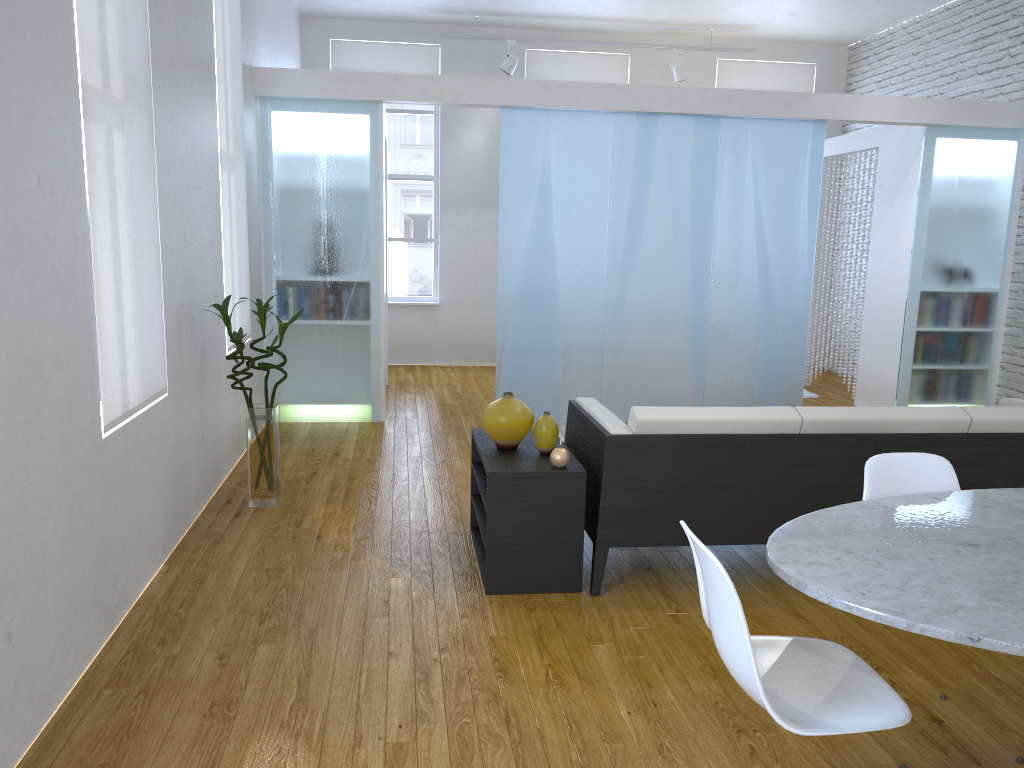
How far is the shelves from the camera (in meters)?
3.09

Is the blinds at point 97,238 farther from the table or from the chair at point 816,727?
the table

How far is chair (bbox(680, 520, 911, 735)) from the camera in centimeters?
161cm

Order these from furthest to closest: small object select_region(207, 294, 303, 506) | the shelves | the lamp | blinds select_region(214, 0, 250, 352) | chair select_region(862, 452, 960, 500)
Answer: the lamp < blinds select_region(214, 0, 250, 352) < small object select_region(207, 294, 303, 506) < the shelves < chair select_region(862, 452, 960, 500)

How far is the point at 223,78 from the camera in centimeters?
459cm

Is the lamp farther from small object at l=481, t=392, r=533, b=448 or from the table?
the table

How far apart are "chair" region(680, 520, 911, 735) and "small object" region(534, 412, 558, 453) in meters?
1.4 m

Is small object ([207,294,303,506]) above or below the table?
below

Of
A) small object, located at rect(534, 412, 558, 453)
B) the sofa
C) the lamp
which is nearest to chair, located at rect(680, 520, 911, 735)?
the sofa

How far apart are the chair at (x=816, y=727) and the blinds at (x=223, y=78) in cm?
349
